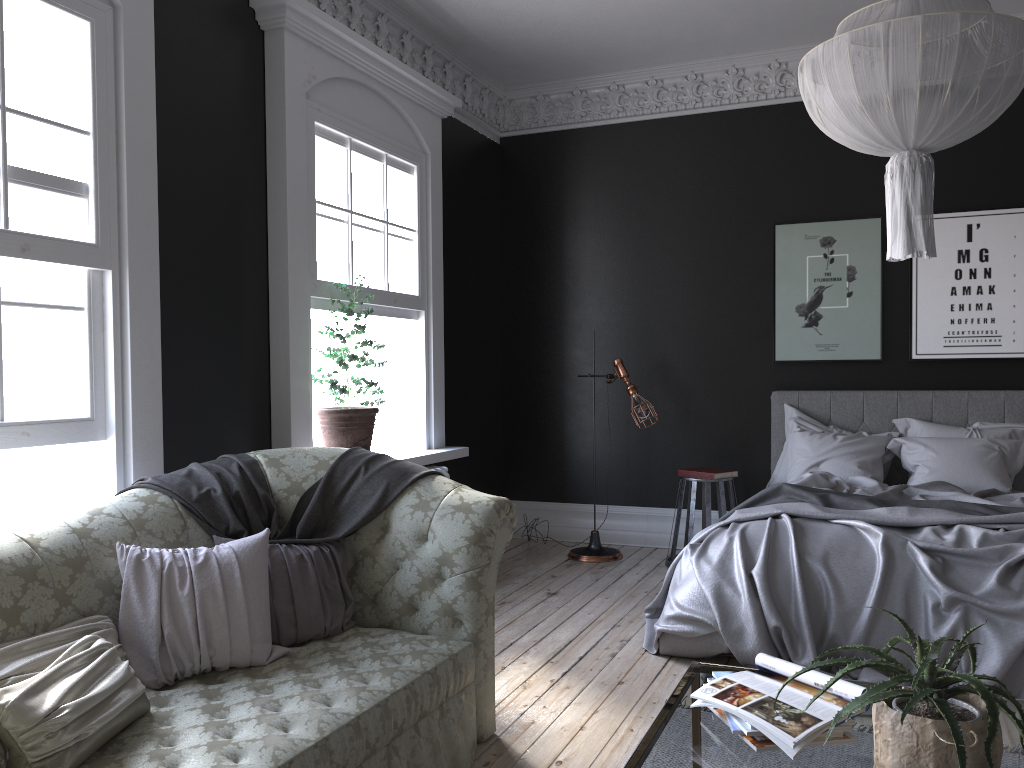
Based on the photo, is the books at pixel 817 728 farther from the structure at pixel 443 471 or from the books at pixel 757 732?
the structure at pixel 443 471

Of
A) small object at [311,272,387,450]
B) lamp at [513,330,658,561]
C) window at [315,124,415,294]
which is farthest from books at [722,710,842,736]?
lamp at [513,330,658,561]

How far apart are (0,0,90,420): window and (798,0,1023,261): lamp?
2.9m

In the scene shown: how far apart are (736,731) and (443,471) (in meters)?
4.10

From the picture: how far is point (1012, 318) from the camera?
6.28m

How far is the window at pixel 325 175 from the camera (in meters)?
5.23

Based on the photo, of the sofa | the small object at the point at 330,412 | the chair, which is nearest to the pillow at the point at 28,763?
the sofa

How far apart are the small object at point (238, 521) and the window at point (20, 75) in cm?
48

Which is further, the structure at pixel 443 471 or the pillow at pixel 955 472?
the structure at pixel 443 471

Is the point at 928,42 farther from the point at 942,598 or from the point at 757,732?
the point at 942,598
